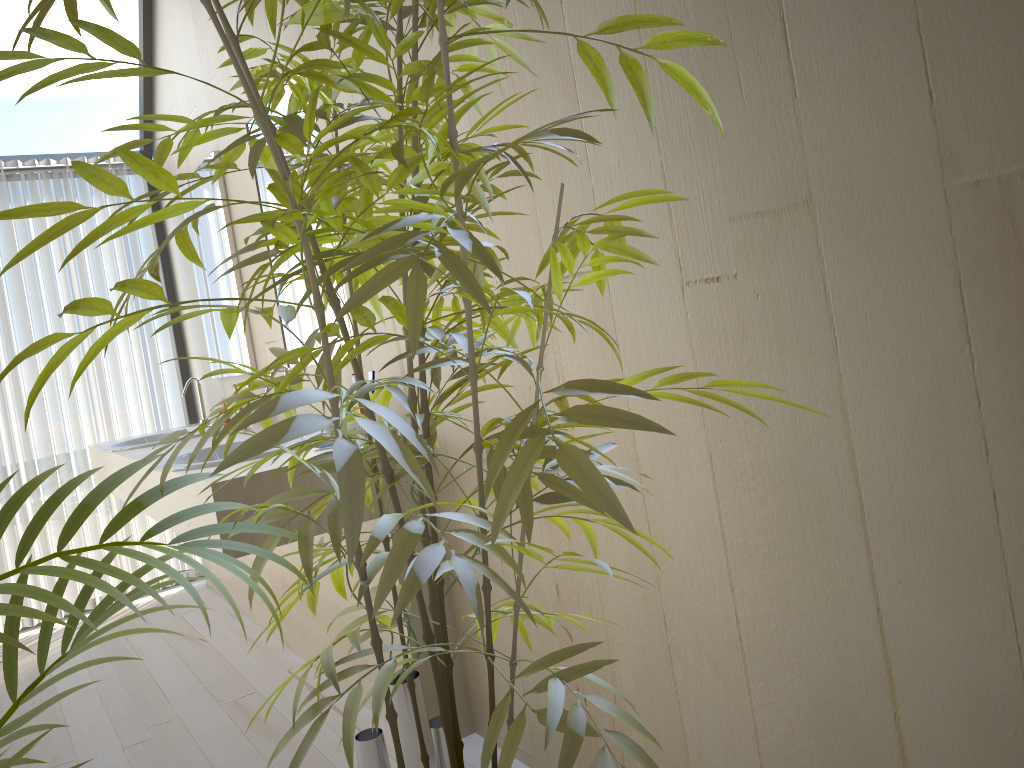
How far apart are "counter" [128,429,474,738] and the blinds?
1.31m

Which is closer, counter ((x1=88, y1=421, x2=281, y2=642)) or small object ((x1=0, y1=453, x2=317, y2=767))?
small object ((x1=0, y1=453, x2=317, y2=767))

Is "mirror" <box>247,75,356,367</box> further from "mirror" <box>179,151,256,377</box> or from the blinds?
the blinds

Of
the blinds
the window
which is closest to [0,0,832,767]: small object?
the window

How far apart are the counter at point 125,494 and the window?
0.59m

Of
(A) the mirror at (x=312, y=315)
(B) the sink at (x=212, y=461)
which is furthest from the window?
(B) the sink at (x=212, y=461)

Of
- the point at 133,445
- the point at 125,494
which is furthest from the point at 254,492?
the point at 133,445

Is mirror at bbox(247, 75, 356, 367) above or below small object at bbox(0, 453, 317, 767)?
above

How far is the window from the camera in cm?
388

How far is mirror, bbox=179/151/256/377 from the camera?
3.41m
